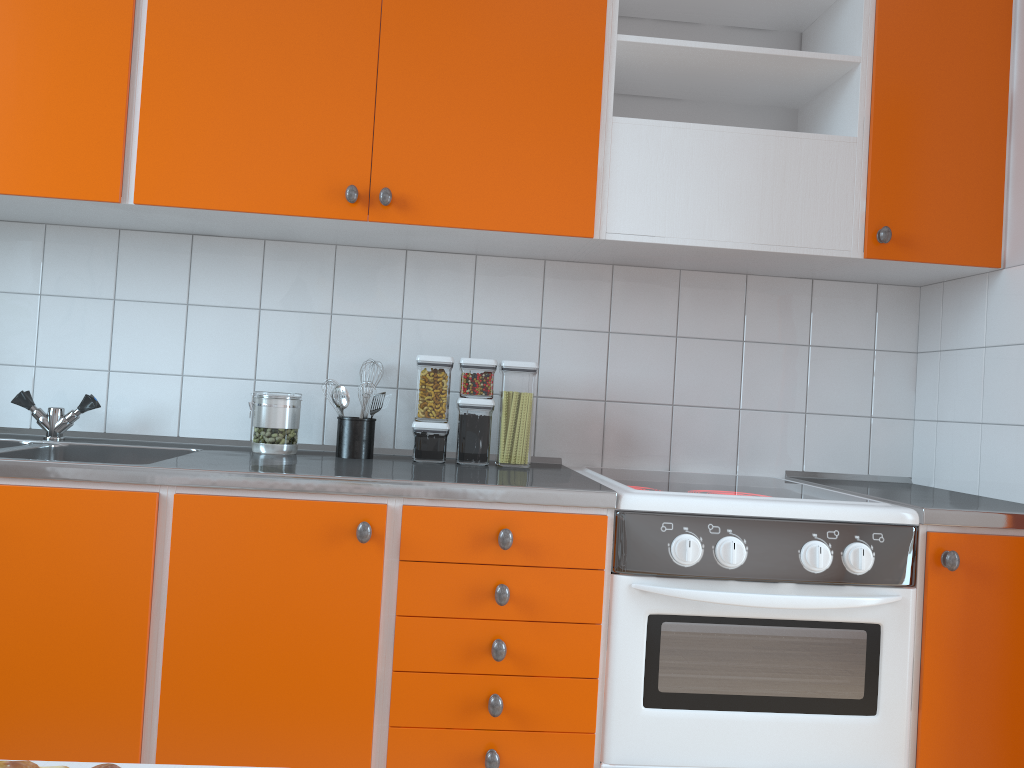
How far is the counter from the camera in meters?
1.6 m

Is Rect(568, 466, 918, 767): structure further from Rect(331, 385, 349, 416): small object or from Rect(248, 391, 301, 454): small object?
Rect(248, 391, 301, 454): small object

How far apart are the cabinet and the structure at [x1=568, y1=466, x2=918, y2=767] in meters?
0.0

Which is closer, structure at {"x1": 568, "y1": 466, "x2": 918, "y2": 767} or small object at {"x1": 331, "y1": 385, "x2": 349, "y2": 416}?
structure at {"x1": 568, "y1": 466, "x2": 918, "y2": 767}

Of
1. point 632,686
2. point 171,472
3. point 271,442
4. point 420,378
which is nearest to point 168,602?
point 171,472

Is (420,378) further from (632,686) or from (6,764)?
(6,764)

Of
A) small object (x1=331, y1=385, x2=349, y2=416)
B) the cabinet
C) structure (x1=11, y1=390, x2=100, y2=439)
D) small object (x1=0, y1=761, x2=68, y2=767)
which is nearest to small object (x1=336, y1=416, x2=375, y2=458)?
small object (x1=331, y1=385, x2=349, y2=416)

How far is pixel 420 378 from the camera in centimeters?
215cm

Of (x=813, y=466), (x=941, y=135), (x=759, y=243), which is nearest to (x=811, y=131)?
(x=941, y=135)

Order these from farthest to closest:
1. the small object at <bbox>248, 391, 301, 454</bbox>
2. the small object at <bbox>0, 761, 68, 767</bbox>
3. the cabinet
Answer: the small object at <bbox>248, 391, 301, 454</bbox>
the cabinet
the small object at <bbox>0, 761, 68, 767</bbox>
